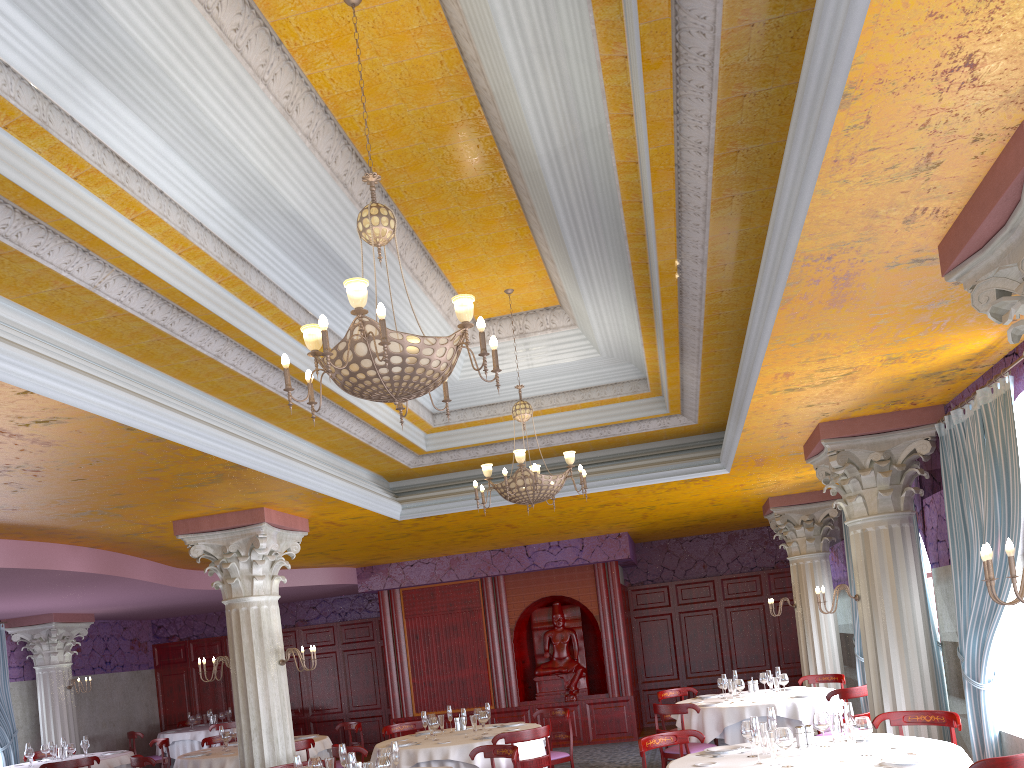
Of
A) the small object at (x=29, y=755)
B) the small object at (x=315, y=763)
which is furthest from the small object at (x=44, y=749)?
the small object at (x=315, y=763)

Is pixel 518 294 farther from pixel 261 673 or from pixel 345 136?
pixel 261 673

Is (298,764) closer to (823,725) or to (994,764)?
(823,725)

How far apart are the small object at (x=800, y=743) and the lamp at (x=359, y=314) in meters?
3.3 m

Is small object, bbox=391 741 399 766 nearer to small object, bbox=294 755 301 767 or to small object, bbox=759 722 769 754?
small object, bbox=294 755 301 767

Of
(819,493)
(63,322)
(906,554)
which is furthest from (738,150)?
(819,493)

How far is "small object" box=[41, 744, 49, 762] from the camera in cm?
1215

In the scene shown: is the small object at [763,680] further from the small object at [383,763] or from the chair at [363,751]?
the small object at [383,763]

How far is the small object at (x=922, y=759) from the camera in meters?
5.1

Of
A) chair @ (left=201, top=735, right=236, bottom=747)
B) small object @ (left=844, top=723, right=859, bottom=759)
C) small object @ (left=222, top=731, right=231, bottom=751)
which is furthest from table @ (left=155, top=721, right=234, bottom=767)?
small object @ (left=844, top=723, right=859, bottom=759)
